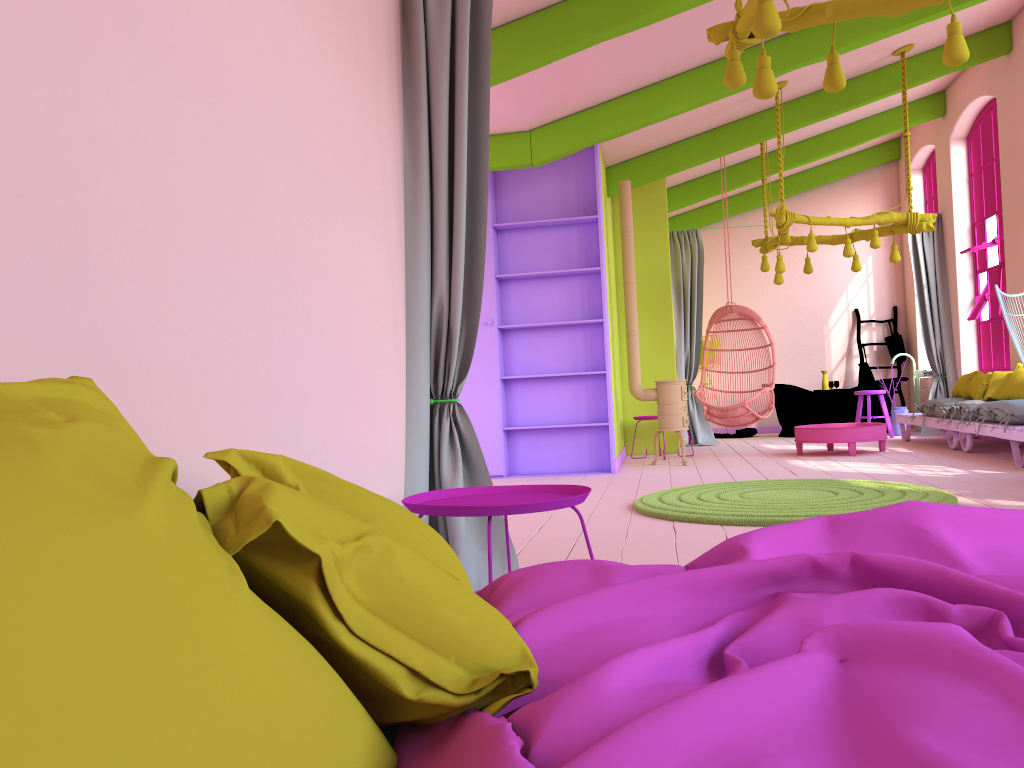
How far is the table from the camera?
8.55m

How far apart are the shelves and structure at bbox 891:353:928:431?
5.60m

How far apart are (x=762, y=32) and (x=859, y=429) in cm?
616

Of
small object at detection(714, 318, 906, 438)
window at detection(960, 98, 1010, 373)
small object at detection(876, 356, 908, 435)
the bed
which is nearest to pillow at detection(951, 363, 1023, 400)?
window at detection(960, 98, 1010, 373)

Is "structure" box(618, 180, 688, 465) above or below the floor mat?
above

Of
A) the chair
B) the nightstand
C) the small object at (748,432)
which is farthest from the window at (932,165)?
the nightstand

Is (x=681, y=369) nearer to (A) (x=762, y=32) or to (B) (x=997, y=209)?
(B) (x=997, y=209)

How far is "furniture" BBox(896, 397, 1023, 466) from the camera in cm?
706

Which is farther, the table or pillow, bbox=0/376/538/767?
the table

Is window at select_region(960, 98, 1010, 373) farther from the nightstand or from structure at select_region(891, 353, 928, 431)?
the nightstand
